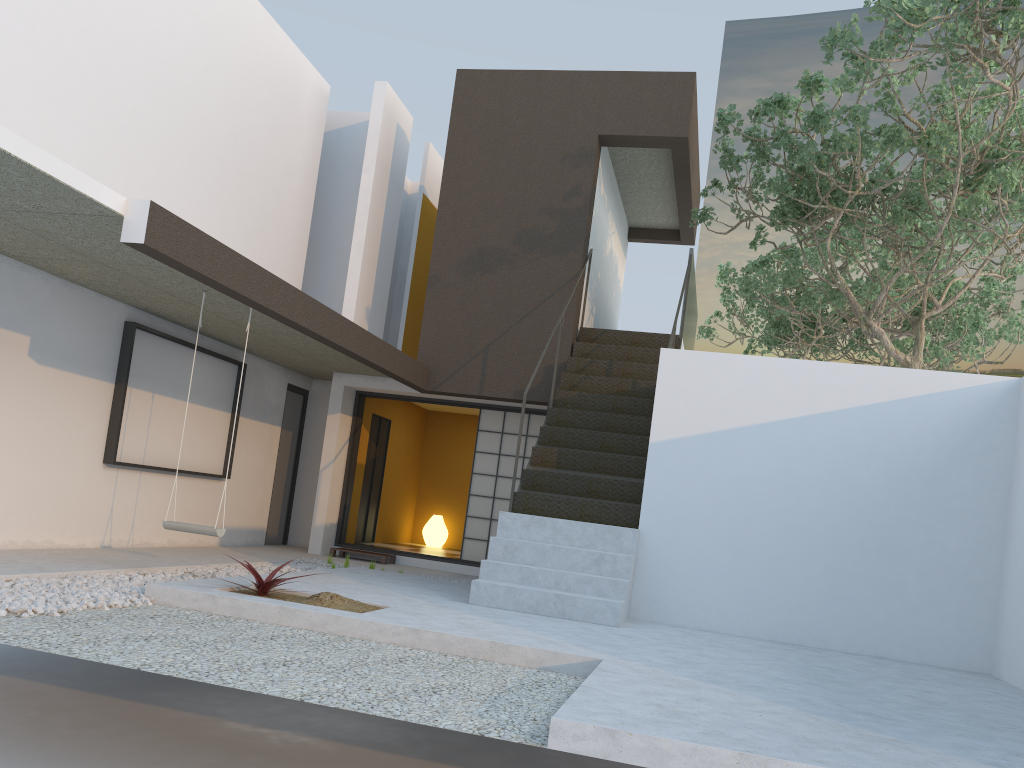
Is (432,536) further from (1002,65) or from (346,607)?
(1002,65)

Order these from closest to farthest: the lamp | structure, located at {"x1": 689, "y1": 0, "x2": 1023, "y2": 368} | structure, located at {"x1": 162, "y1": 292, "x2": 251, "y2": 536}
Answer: structure, located at {"x1": 162, "y1": 292, "x2": 251, "y2": 536} < structure, located at {"x1": 689, "y1": 0, "x2": 1023, "y2": 368} < the lamp

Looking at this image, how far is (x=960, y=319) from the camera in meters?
Result: 13.5

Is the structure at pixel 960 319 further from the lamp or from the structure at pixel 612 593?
the lamp

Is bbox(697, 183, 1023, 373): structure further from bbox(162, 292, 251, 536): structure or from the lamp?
bbox(162, 292, 251, 536): structure

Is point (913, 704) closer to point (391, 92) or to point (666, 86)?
point (666, 86)

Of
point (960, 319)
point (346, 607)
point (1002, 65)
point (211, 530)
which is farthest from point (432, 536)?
point (1002, 65)

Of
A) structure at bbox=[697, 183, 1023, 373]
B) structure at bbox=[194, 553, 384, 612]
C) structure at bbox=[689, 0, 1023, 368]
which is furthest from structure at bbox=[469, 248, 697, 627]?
structure at bbox=[697, 183, 1023, 373]

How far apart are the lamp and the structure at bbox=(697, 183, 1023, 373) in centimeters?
630cm

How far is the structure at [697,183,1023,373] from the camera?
13.45m
